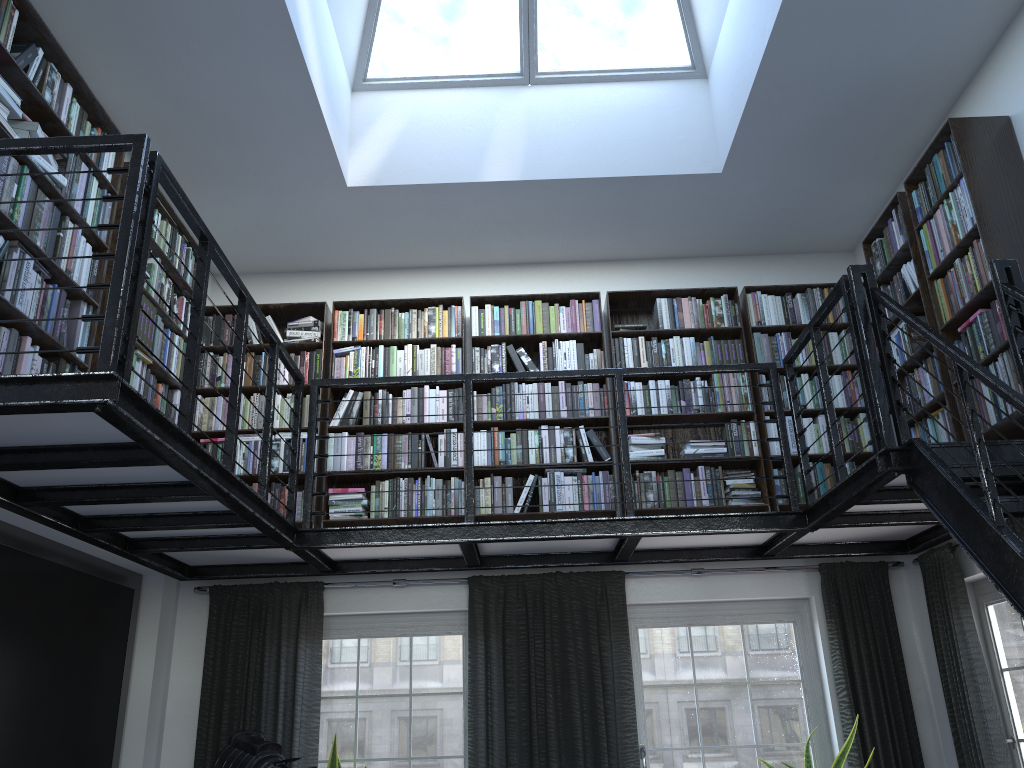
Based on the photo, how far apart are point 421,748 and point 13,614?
2.43m

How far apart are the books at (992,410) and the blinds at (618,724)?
Result: 1.27m

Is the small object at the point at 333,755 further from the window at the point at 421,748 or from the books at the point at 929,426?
the books at the point at 929,426

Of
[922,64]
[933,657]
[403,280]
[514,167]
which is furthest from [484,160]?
[933,657]

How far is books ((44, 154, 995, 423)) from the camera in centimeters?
365cm

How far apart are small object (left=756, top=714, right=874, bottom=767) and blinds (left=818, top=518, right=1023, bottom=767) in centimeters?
18cm

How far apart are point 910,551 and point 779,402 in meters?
1.4 m

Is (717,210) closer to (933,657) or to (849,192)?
(849,192)

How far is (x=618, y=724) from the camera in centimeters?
500cm

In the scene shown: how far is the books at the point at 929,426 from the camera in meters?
4.6 m
